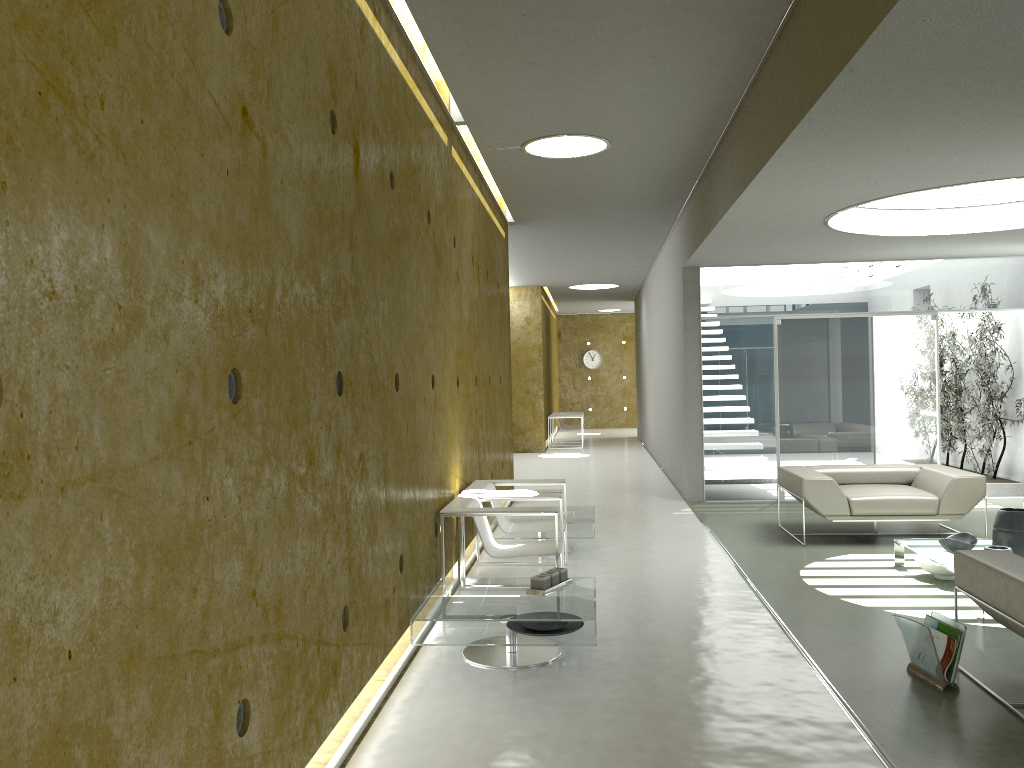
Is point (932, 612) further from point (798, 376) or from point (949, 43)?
point (798, 376)

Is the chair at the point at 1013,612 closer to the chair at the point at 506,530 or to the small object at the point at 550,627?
the small object at the point at 550,627

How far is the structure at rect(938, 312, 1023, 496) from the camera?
10.01m

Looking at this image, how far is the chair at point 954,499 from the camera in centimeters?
730cm

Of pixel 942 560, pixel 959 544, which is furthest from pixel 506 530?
pixel 959 544

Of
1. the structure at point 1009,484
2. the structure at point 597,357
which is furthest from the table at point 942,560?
the structure at point 597,357

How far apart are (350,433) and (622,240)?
8.98m

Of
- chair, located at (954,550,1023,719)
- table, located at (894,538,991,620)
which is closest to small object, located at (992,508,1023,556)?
table, located at (894,538,991,620)

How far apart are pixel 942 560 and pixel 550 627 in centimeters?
293cm

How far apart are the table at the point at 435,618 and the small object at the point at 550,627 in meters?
0.1
